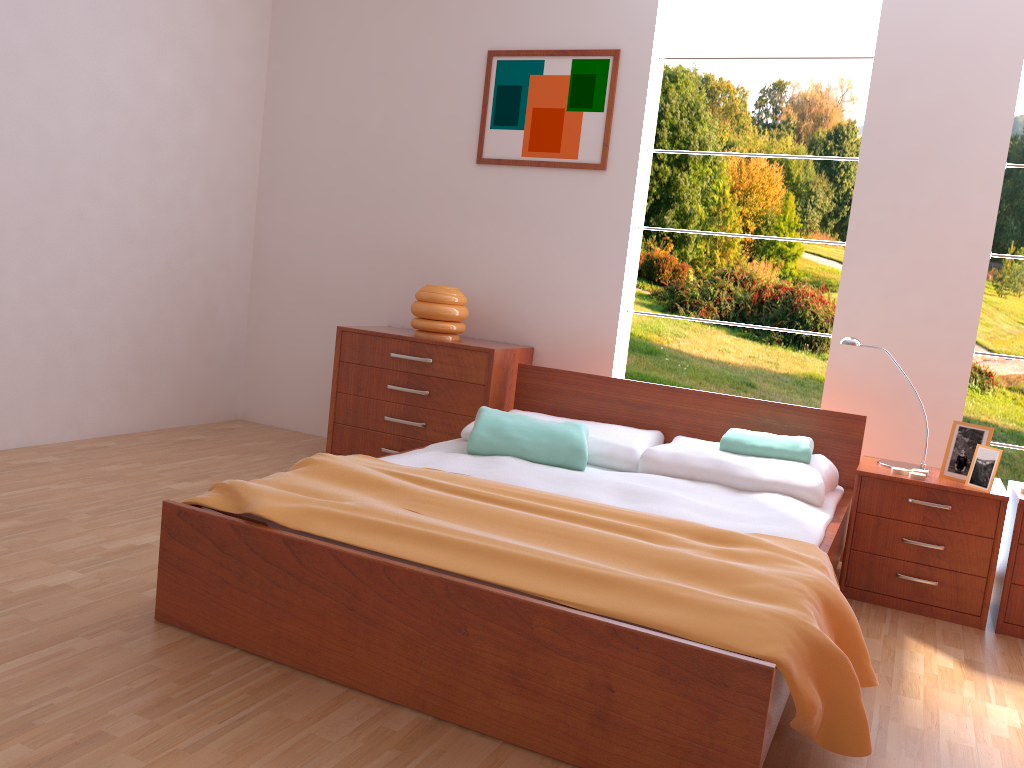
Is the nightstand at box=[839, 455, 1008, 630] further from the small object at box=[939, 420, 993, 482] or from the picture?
the picture

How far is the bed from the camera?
1.6m

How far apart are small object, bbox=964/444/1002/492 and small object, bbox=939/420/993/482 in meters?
0.1 m

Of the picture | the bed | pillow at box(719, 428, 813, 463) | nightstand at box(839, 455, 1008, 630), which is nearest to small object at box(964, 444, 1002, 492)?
nightstand at box(839, 455, 1008, 630)

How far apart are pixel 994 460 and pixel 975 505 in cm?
15

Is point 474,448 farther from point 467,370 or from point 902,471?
point 902,471

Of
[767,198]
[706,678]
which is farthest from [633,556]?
[767,198]

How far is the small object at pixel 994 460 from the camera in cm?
273

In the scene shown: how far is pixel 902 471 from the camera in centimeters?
288cm

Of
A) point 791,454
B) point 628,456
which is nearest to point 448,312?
point 628,456
